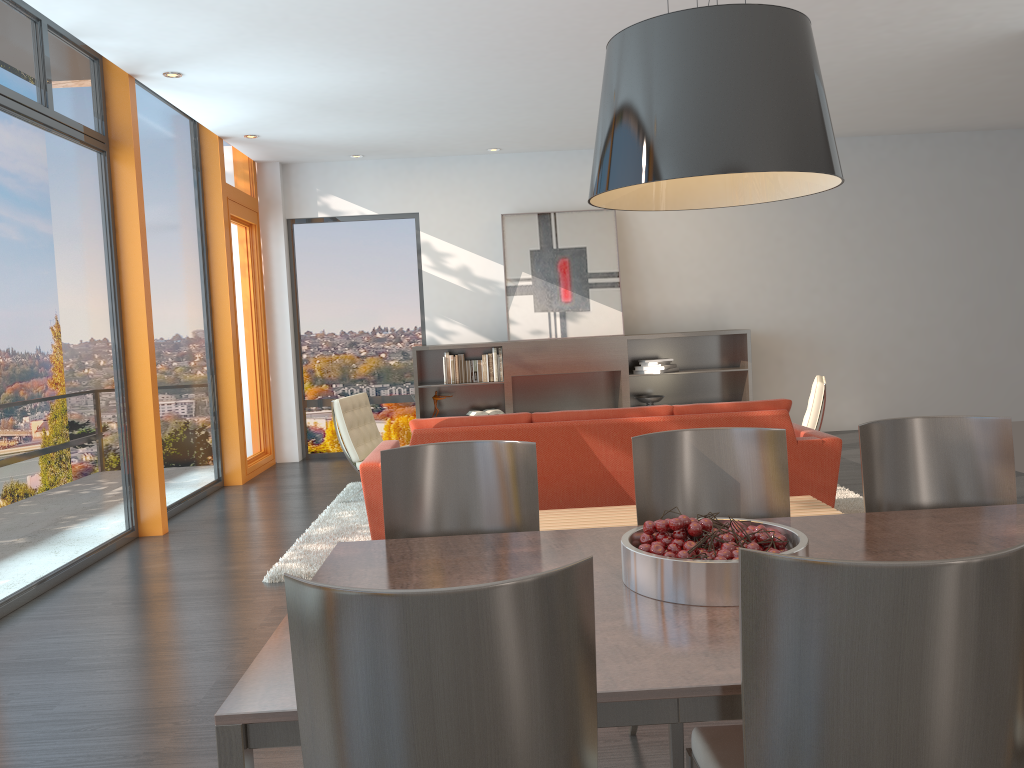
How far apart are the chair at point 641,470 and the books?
6.1 meters

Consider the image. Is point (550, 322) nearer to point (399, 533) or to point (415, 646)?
point (399, 533)

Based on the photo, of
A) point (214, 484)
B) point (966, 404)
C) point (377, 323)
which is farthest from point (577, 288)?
point (966, 404)

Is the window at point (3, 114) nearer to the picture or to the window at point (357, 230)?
the window at point (357, 230)

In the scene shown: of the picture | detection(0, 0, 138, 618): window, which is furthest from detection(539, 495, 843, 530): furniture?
the picture

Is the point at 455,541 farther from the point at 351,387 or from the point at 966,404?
the point at 966,404

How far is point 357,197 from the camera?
9.4 meters

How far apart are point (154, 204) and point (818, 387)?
5.1m

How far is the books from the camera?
8.9m

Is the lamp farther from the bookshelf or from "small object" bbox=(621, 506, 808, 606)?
the bookshelf
